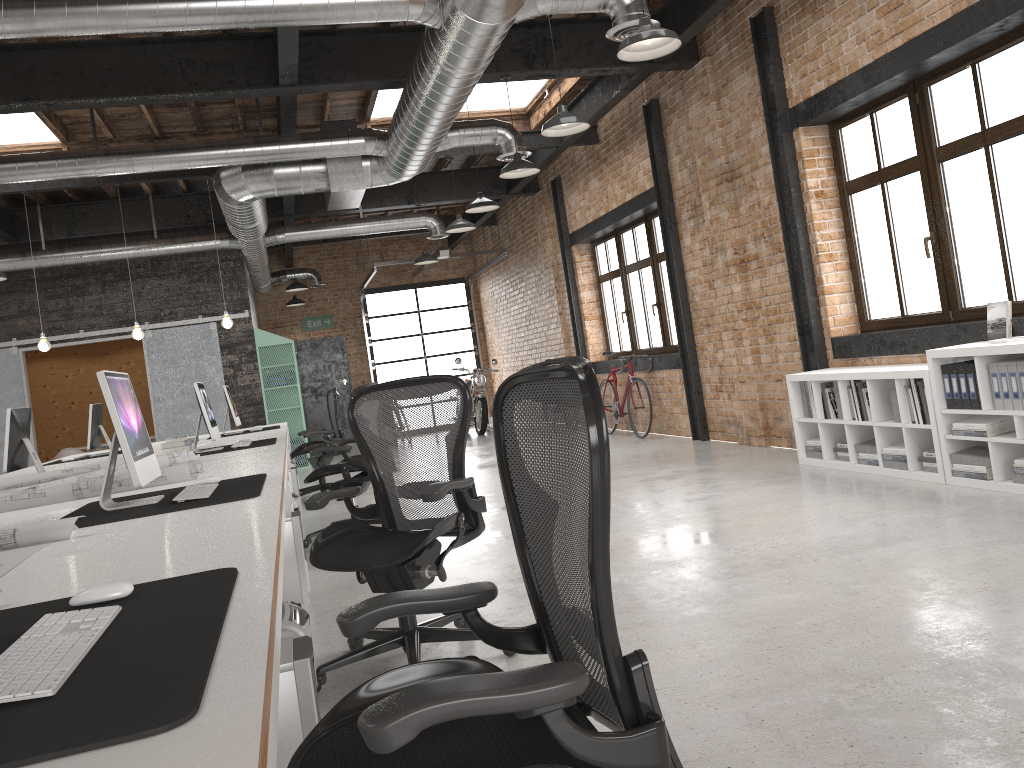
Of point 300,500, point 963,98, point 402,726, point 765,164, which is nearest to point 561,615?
point 402,726

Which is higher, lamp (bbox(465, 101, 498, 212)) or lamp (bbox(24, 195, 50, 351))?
lamp (bbox(465, 101, 498, 212))

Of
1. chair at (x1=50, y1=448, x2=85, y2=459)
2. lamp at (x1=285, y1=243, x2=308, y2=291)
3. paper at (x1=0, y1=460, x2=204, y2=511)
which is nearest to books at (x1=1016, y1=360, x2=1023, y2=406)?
paper at (x1=0, y1=460, x2=204, y2=511)

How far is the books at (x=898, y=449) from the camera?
5.6 meters

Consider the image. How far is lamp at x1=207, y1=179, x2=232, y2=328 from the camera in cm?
963

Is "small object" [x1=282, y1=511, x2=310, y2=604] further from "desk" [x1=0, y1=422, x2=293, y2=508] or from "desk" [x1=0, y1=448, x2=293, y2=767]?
"desk" [x1=0, y1=422, x2=293, y2=508]

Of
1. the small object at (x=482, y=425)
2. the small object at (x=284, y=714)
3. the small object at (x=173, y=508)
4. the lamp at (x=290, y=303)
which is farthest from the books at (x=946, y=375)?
the lamp at (x=290, y=303)

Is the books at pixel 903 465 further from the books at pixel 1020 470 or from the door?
the door

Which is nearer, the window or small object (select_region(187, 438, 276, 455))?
the window

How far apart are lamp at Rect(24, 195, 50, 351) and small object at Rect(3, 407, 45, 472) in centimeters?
344cm
